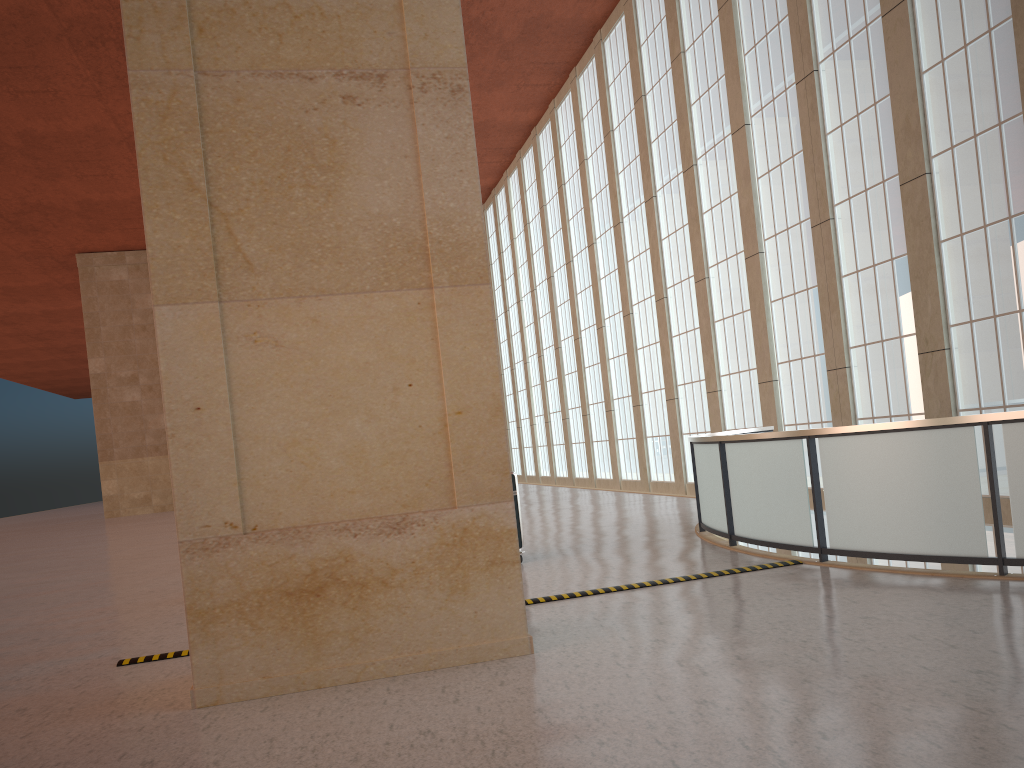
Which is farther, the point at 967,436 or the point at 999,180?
the point at 999,180

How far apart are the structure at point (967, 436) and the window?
2.6m

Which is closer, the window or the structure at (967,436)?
the structure at (967,436)

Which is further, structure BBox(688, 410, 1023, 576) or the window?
the window

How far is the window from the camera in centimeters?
1614cm

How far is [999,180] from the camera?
16.1m

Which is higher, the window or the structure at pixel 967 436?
the window

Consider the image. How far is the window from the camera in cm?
1614

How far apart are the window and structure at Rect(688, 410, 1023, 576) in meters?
2.6

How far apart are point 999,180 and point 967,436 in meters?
8.7
